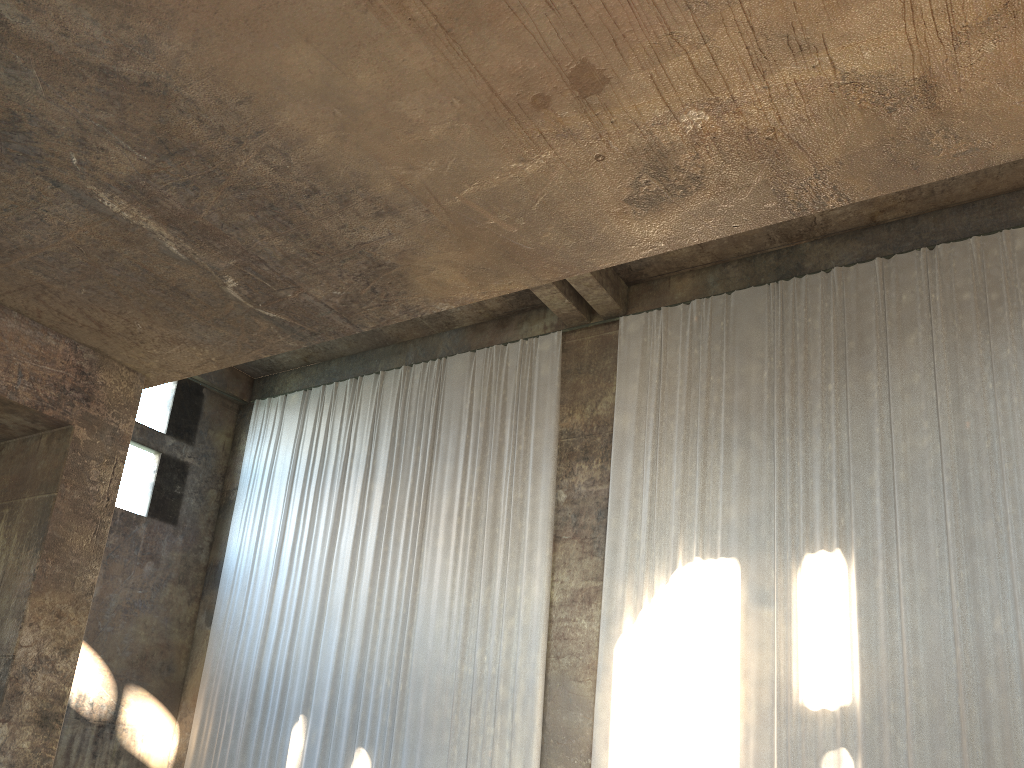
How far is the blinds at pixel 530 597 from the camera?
13.5 meters

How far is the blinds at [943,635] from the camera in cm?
1027

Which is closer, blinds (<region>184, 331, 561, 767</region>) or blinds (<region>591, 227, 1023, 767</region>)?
blinds (<region>591, 227, 1023, 767</region>)

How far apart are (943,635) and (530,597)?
5.76m

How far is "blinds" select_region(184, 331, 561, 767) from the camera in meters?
13.5 m

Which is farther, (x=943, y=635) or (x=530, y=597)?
(x=530, y=597)

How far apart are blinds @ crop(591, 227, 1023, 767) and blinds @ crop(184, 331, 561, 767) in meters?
1.0

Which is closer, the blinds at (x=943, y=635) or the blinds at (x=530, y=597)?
the blinds at (x=943, y=635)

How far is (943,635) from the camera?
10.3 meters

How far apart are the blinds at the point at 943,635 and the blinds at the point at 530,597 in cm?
96
